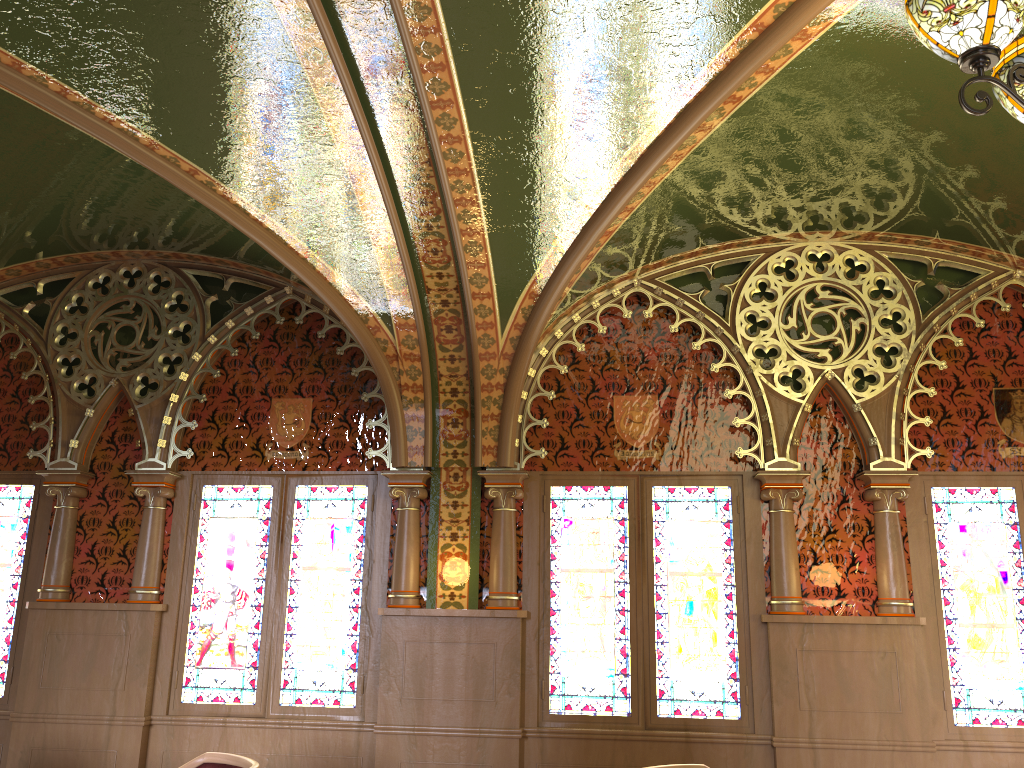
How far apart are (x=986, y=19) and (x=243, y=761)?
3.8m

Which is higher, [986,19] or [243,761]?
[986,19]

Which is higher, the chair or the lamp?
the lamp

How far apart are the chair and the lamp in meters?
3.5

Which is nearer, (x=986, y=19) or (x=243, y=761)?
(x=986, y=19)

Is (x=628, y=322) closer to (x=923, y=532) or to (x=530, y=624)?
(x=530, y=624)

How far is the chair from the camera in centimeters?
380cm

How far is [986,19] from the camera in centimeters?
202cm

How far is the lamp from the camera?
2.0 meters

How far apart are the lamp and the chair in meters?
3.5 m
